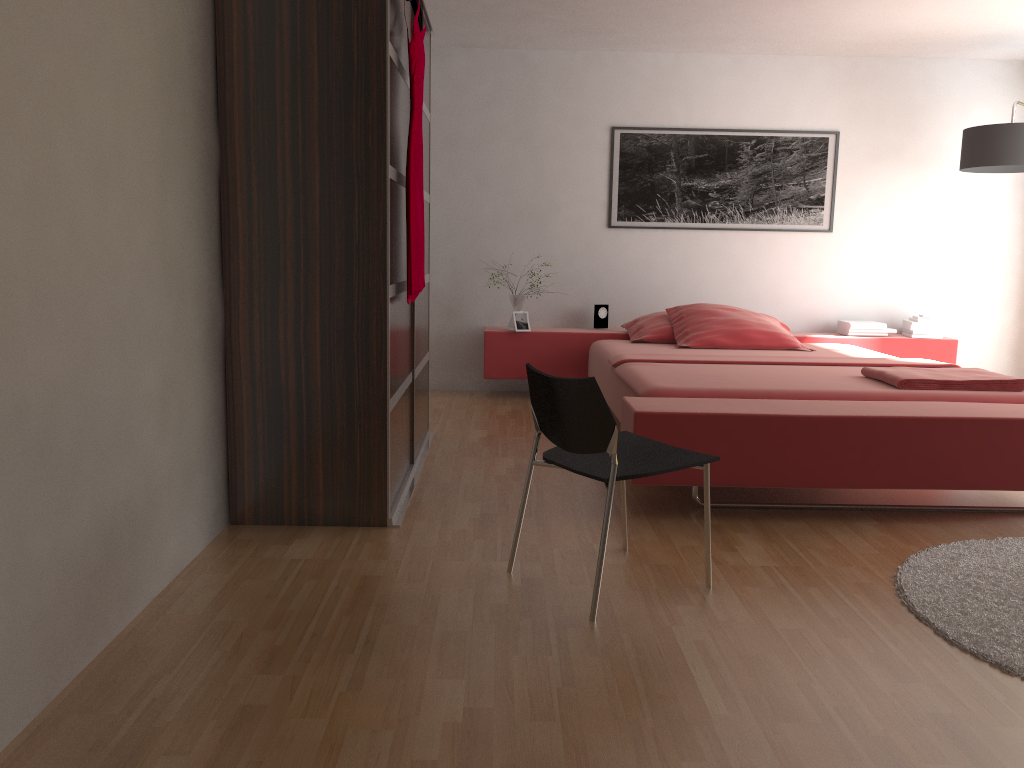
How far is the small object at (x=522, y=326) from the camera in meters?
5.6 m

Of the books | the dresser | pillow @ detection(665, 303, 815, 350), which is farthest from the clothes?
the books

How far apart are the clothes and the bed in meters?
0.9 m

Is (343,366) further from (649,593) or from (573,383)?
(649,593)

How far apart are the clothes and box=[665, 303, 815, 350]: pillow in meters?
2.1 m

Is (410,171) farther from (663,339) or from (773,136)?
(773,136)

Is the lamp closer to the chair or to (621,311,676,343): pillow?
(621,311,676,343): pillow

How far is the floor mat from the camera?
2.2m

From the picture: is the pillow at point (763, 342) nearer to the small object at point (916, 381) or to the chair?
the small object at point (916, 381)

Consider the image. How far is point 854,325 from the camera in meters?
5.7 m
